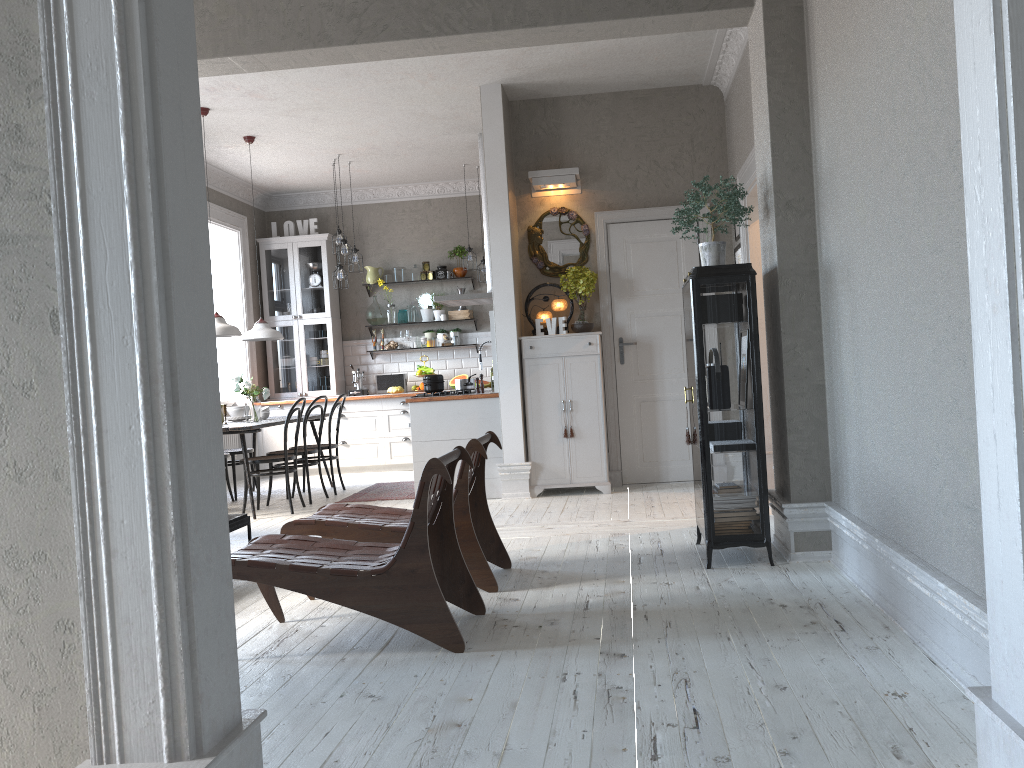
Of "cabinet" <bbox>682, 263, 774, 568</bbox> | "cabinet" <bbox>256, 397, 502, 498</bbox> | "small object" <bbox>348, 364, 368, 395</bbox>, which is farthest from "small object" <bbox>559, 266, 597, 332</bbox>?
"small object" <bbox>348, 364, 368, 395</bbox>

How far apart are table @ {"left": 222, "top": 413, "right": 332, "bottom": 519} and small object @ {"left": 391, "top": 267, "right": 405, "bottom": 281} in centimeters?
256cm

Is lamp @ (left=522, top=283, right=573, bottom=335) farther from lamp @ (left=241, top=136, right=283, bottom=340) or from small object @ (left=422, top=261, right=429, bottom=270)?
small object @ (left=422, top=261, right=429, bottom=270)

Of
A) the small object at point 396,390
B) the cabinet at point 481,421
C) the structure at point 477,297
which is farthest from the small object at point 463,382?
the small object at point 396,390

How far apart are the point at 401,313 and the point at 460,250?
1.03m

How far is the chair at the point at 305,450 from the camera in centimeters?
763cm

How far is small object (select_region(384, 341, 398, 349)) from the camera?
10.54m

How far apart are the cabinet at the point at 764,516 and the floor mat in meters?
3.6 m

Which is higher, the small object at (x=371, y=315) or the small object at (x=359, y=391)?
the small object at (x=371, y=315)

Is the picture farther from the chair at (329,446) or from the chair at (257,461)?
the chair at (329,446)
